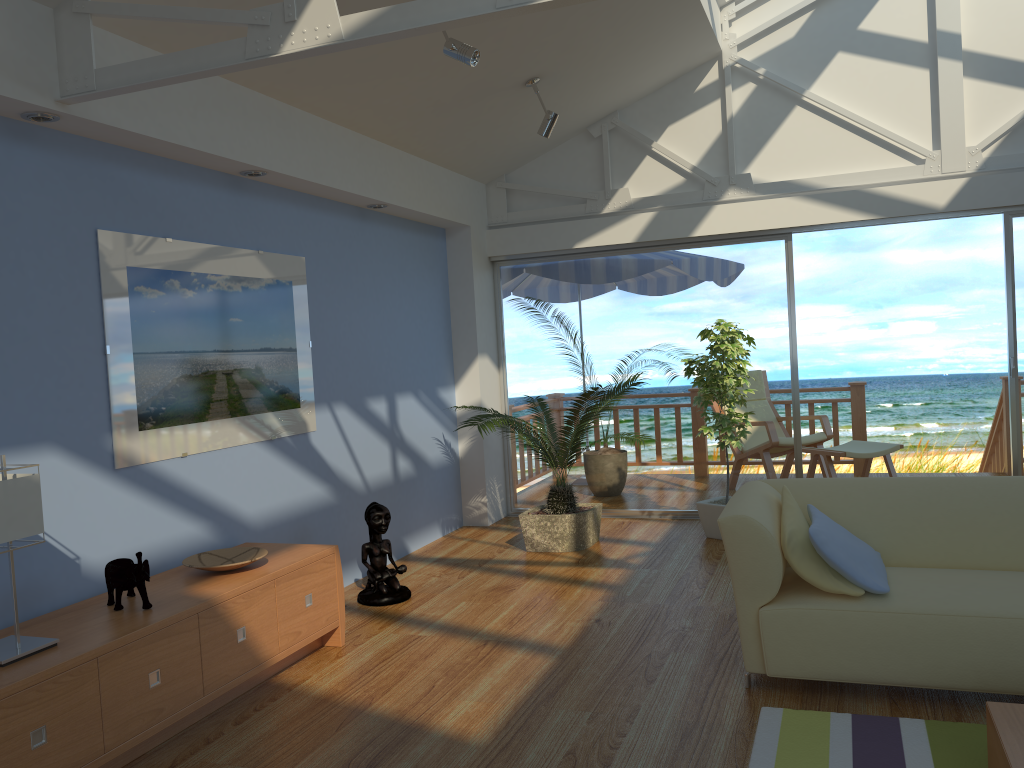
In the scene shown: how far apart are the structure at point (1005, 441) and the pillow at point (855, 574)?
4.6m

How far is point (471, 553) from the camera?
5.7 meters

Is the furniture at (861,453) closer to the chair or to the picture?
the chair

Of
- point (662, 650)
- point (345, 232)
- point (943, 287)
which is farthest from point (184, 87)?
point (943, 287)

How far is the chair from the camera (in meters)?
7.10

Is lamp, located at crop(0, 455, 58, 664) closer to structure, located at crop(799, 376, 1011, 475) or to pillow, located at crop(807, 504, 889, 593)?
pillow, located at crop(807, 504, 889, 593)

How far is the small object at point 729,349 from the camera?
5.4 meters

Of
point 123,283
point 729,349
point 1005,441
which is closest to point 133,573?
point 123,283

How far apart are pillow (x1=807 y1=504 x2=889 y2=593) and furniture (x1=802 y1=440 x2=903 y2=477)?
2.97m

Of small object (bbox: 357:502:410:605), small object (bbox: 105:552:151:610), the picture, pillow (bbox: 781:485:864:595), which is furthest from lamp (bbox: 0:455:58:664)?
pillow (bbox: 781:485:864:595)
